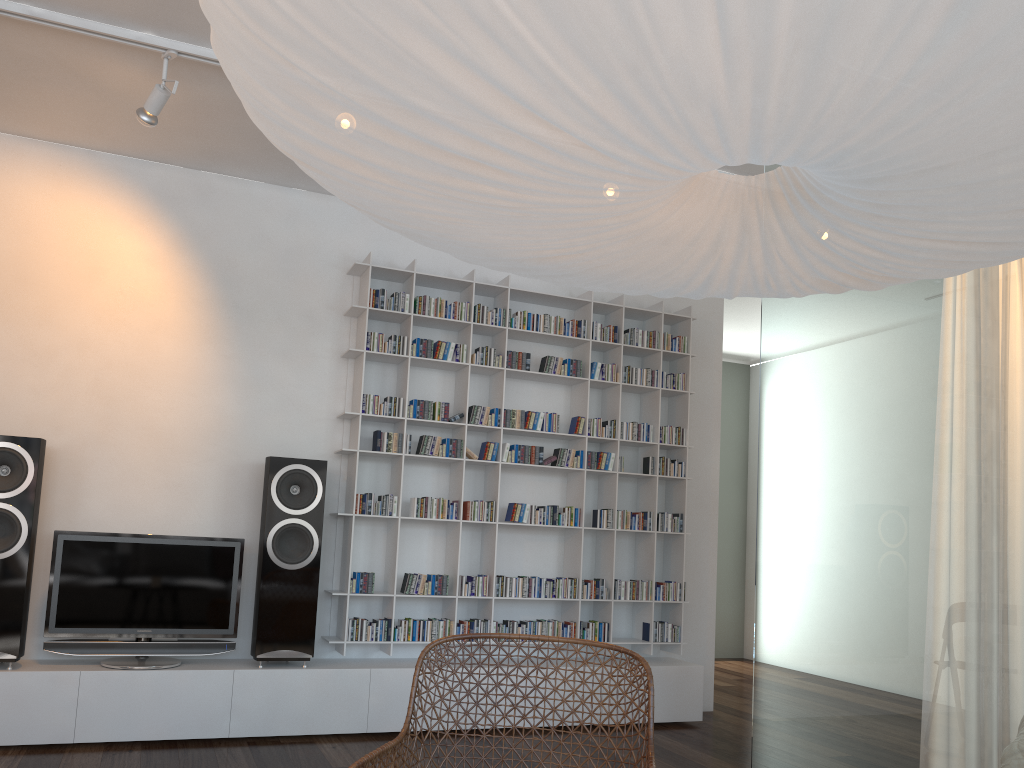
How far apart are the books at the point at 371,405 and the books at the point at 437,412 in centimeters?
20cm

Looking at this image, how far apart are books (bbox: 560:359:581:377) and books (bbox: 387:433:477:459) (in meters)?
0.72

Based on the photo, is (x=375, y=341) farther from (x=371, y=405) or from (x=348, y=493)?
(x=348, y=493)

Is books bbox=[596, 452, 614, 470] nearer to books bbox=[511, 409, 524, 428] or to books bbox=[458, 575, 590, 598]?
books bbox=[511, 409, 524, 428]

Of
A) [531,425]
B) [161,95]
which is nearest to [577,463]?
[531,425]

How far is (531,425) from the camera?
4.89m

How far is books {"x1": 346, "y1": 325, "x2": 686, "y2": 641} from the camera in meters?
4.4 m

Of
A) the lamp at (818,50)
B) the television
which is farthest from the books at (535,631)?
the lamp at (818,50)

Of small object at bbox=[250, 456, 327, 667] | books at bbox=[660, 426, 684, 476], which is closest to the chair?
small object at bbox=[250, 456, 327, 667]

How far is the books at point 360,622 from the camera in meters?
4.4 m
